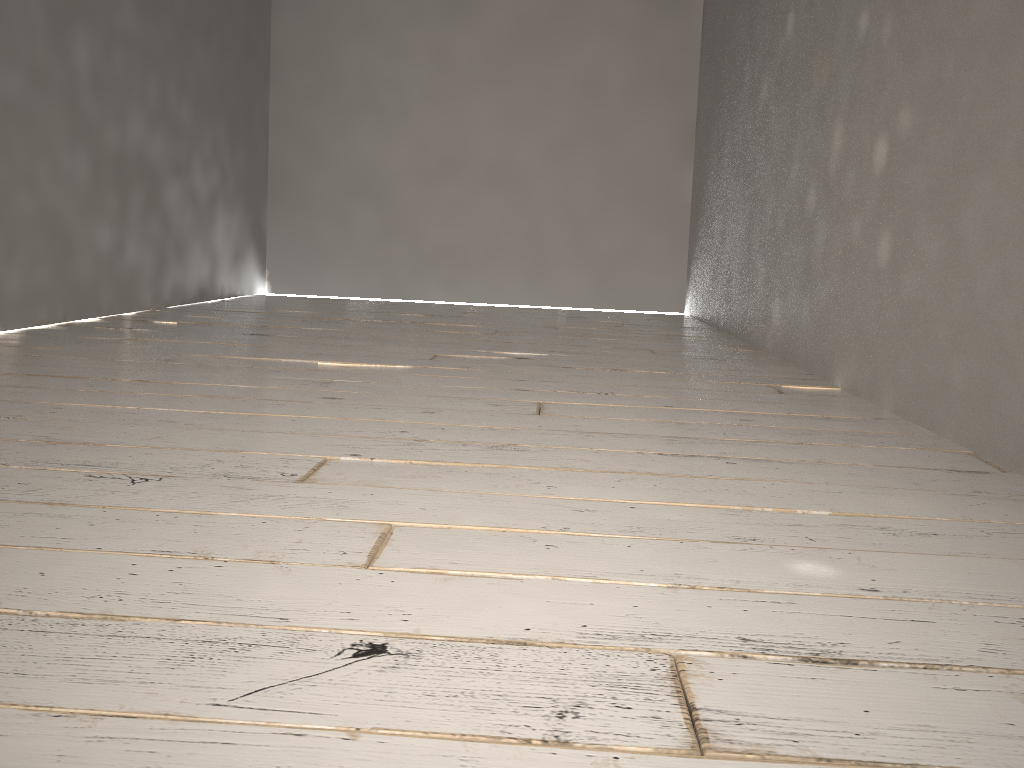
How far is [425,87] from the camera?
5.3 meters
